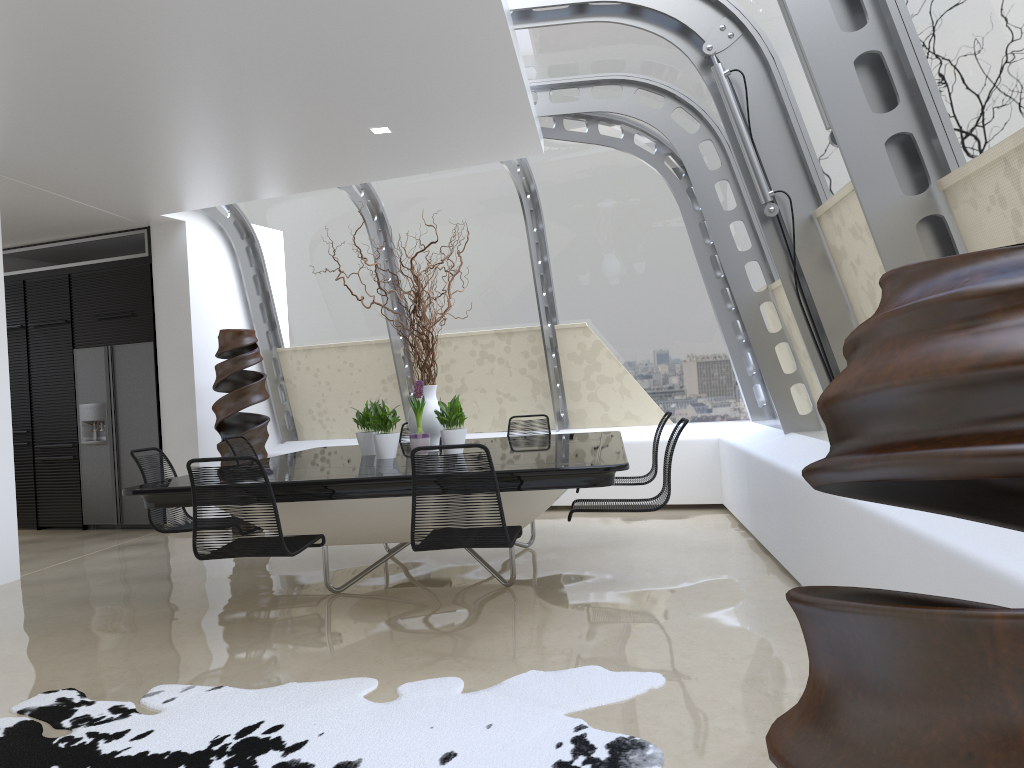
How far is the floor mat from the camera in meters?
2.8

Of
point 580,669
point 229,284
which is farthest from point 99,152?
point 580,669

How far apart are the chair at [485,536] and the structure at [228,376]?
4.0m

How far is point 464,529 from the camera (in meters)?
3.84

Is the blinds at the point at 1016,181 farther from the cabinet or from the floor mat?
the cabinet

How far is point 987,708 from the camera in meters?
0.7

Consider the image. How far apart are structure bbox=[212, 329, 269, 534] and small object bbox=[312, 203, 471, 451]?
2.5m

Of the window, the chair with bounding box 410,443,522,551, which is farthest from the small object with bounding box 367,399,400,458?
the window

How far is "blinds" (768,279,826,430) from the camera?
5.7m

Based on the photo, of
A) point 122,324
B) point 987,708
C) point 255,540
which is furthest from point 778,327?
point 122,324
